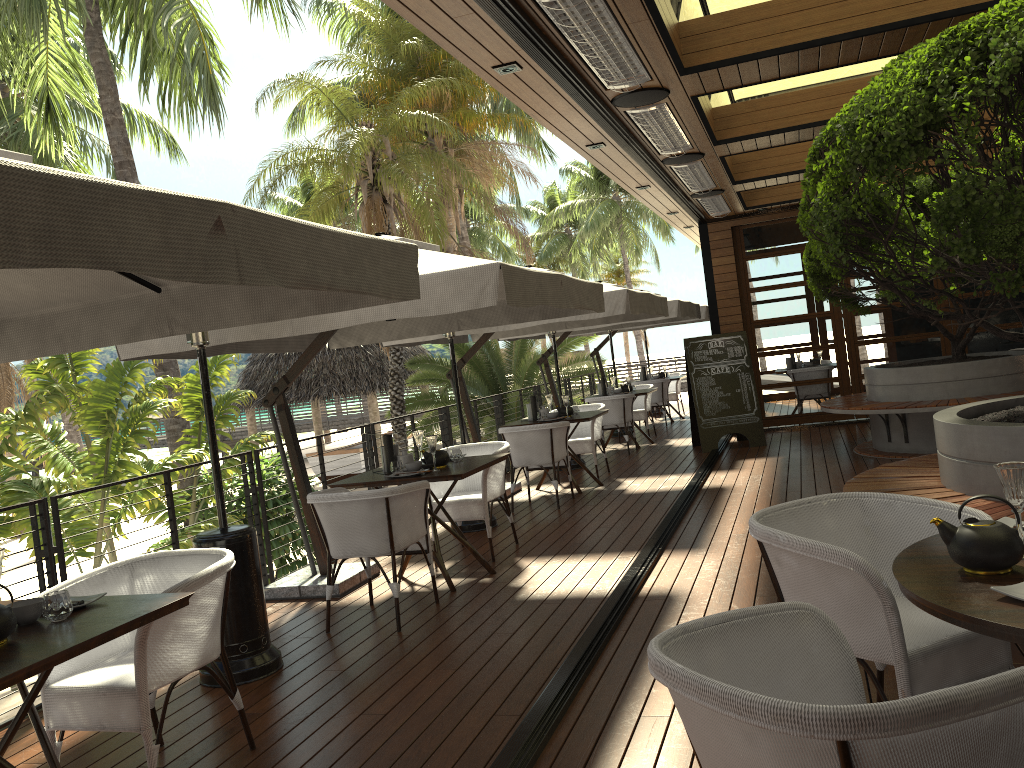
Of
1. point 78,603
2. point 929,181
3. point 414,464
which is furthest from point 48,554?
point 929,181

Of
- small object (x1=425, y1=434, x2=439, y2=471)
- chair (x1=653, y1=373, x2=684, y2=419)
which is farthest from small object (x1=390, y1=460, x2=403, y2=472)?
chair (x1=653, y1=373, x2=684, y2=419)

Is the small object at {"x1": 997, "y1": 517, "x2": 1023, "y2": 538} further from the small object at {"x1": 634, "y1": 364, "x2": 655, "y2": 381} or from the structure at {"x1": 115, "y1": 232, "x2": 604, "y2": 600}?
the small object at {"x1": 634, "y1": 364, "x2": 655, "y2": 381}

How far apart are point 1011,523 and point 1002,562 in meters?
0.5

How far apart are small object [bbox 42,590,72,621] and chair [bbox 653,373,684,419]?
13.8m

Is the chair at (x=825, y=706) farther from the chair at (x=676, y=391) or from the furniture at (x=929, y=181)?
the chair at (x=676, y=391)

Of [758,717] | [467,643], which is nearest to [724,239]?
→ [467,643]

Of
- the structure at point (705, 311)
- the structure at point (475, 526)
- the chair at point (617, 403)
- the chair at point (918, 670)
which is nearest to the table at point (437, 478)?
the structure at point (475, 526)

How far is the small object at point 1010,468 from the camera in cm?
214

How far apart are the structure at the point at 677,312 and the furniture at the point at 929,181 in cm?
175
